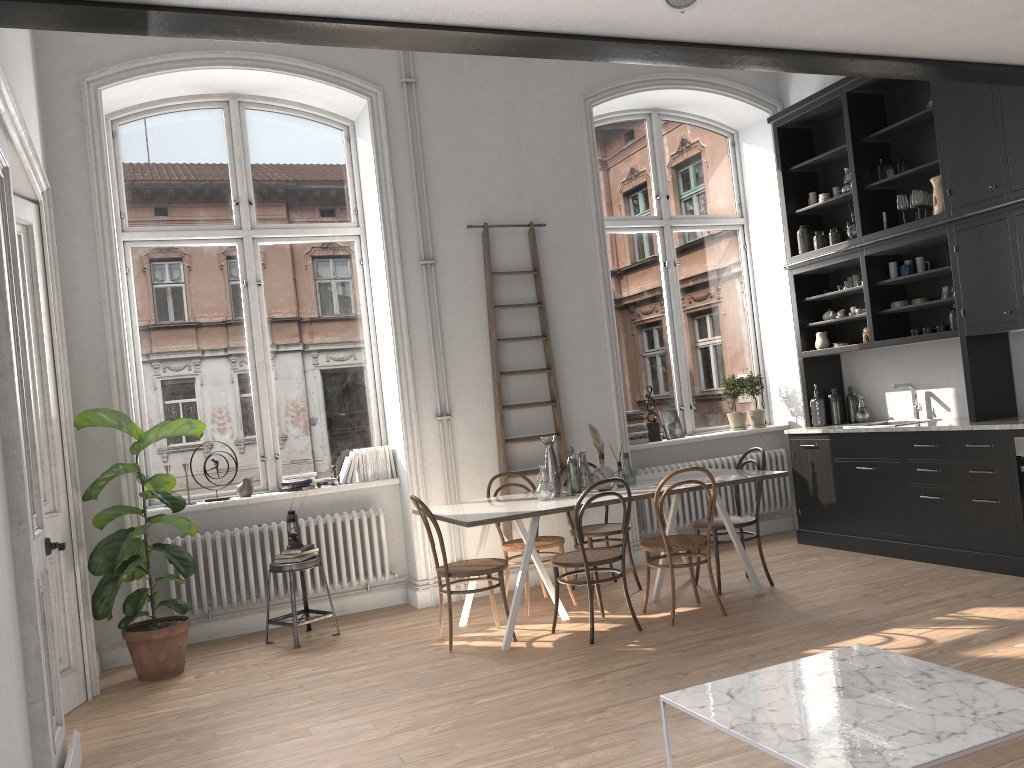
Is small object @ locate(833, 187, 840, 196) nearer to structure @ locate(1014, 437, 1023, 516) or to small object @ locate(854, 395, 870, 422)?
small object @ locate(854, 395, 870, 422)

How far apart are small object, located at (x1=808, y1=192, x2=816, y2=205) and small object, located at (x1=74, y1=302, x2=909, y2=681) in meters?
5.1

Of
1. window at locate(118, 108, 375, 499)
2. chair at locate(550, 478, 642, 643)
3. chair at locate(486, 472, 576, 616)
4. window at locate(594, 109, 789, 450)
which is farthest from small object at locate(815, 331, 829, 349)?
window at locate(118, 108, 375, 499)

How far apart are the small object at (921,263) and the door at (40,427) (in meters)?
5.85

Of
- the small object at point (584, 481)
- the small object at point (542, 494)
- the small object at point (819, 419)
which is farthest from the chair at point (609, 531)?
the small object at point (819, 419)

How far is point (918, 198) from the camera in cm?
625

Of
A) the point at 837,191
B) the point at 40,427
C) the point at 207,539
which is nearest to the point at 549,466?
the point at 207,539

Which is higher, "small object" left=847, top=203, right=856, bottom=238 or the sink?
"small object" left=847, top=203, right=856, bottom=238

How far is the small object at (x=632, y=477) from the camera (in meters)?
5.94

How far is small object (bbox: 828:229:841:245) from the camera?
7.1 meters
